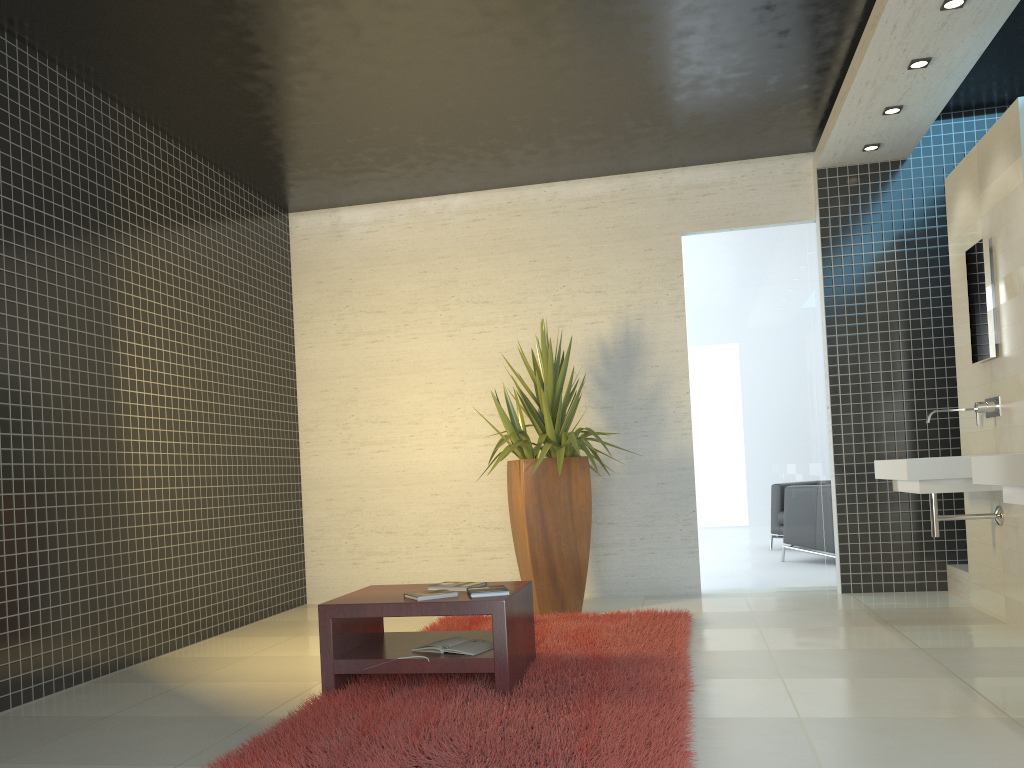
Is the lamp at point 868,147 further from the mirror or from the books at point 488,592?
the books at point 488,592

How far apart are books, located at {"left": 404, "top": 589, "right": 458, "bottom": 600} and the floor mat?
0.4 meters

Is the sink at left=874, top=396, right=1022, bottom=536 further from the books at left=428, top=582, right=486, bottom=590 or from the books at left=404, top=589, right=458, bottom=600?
the books at left=404, top=589, right=458, bottom=600

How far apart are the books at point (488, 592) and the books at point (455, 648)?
0.2 meters

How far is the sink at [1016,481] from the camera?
3.2m

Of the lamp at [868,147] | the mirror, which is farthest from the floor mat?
the lamp at [868,147]

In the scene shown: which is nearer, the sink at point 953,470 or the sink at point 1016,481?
the sink at point 1016,481

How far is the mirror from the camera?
4.98m

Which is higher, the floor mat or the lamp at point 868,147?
the lamp at point 868,147

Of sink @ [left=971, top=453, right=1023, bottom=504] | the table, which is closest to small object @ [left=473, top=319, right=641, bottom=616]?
the table
